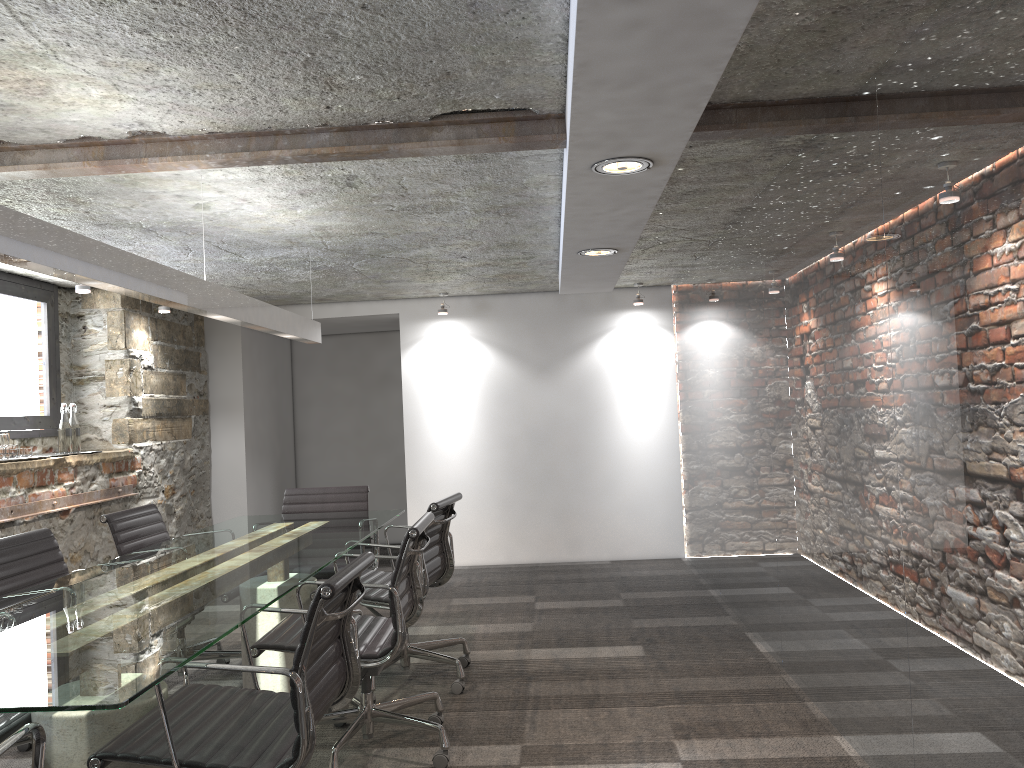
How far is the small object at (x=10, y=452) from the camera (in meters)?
4.69

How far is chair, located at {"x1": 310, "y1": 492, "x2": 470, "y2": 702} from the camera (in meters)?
3.82

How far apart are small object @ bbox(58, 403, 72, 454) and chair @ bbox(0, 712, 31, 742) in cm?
308

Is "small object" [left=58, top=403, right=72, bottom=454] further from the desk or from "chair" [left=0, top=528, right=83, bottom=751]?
"chair" [left=0, top=528, right=83, bottom=751]

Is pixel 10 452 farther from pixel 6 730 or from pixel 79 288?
pixel 6 730

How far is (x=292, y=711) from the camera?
2.4m

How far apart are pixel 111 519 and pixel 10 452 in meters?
1.2

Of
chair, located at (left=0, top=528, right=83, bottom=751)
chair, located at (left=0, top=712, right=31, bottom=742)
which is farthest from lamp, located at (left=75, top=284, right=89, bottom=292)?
chair, located at (left=0, top=712, right=31, bottom=742)

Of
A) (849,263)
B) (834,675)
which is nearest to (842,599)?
(834,675)

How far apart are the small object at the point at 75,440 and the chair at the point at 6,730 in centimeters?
317cm
